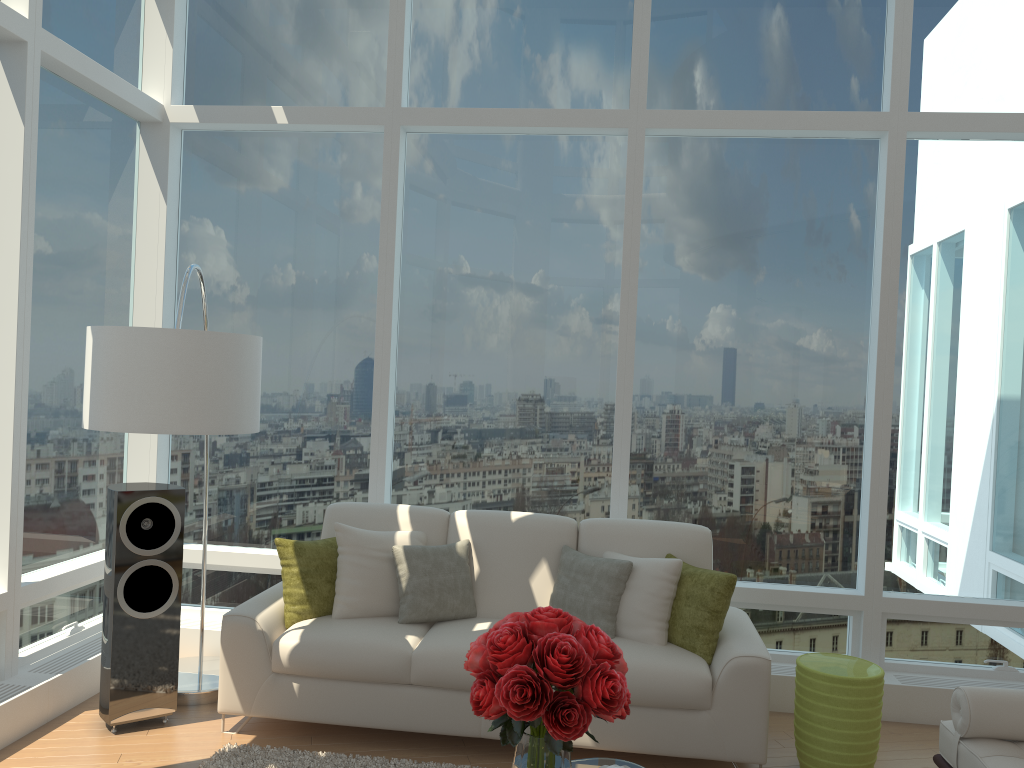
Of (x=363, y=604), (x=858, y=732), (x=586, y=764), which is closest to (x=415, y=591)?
(x=363, y=604)

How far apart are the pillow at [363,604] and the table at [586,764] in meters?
1.6

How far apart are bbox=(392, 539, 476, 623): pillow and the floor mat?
0.67m

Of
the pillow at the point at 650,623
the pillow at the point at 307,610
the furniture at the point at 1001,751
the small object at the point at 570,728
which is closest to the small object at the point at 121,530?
the pillow at the point at 307,610

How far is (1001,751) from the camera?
3.2 meters

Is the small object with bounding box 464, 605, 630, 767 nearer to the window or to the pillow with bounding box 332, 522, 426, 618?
the pillow with bounding box 332, 522, 426, 618

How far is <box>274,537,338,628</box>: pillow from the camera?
4.4 meters

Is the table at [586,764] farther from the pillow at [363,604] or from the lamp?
the lamp

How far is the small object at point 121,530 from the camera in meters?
4.2

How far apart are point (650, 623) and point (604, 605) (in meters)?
0.24
